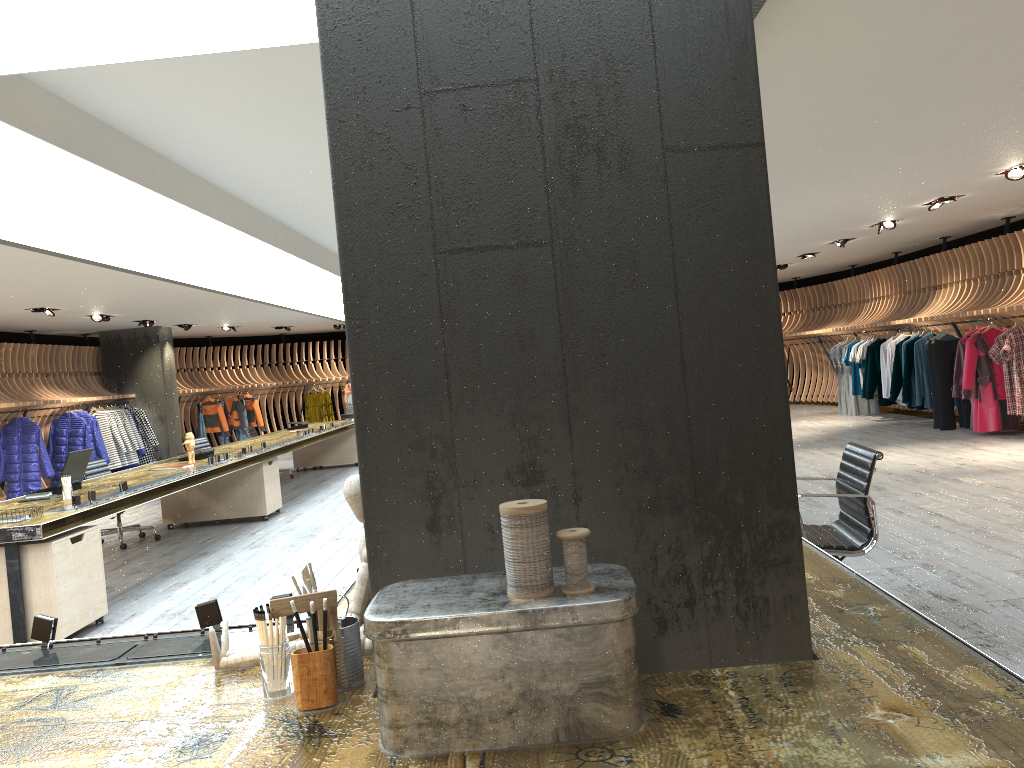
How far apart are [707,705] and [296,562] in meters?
5.9 m

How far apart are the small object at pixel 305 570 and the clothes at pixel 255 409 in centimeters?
1903cm

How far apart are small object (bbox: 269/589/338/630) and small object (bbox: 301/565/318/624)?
0.0 meters

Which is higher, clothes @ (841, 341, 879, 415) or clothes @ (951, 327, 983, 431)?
clothes @ (951, 327, 983, 431)

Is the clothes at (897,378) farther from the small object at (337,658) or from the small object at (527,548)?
the small object at (527,548)

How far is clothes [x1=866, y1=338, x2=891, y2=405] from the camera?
14.00m

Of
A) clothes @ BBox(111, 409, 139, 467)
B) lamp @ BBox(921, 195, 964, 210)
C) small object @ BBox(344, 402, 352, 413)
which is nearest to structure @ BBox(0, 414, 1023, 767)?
lamp @ BBox(921, 195, 964, 210)

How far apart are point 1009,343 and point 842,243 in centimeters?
330cm

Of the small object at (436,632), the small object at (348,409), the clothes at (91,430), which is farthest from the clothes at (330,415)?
the small object at (436,632)

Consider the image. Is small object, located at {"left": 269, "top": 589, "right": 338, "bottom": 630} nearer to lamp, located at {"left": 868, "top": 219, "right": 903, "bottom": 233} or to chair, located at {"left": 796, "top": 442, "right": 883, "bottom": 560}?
chair, located at {"left": 796, "top": 442, "right": 883, "bottom": 560}
